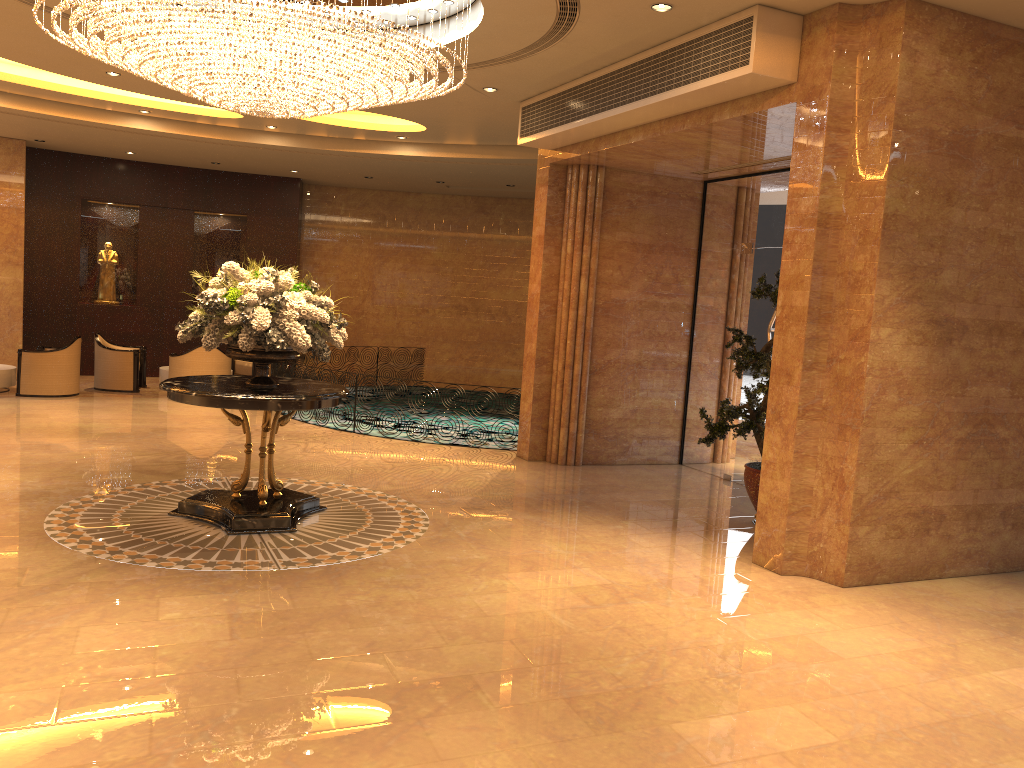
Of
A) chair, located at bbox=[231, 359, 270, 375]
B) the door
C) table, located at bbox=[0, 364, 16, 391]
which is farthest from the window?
table, located at bbox=[0, 364, 16, 391]

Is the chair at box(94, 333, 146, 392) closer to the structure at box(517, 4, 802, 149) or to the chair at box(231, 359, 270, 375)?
the chair at box(231, 359, 270, 375)

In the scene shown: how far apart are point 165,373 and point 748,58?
11.5 meters

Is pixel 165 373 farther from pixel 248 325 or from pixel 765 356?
pixel 765 356

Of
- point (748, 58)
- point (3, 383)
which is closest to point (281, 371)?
point (3, 383)

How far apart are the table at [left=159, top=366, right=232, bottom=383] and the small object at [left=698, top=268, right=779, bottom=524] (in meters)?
10.11

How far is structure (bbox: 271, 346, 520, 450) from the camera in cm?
1314

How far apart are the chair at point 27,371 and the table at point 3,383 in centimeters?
42cm

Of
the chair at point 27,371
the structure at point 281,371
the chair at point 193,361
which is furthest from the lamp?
the chair at point 27,371

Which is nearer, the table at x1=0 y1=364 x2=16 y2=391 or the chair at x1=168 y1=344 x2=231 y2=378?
the table at x1=0 y1=364 x2=16 y2=391
